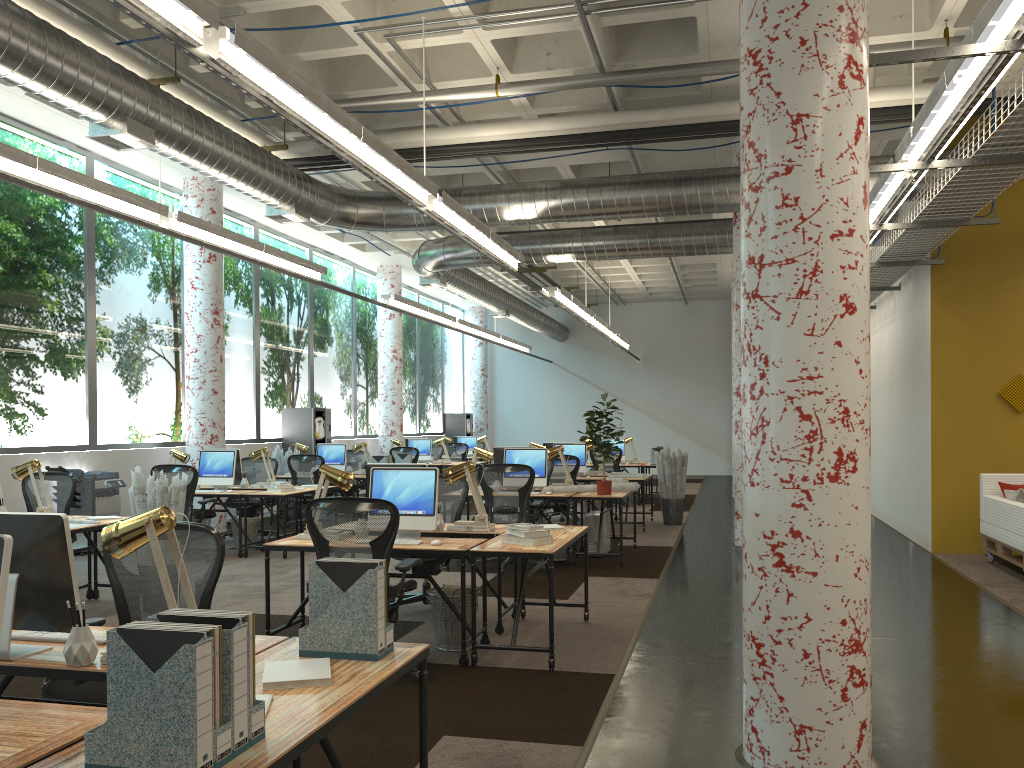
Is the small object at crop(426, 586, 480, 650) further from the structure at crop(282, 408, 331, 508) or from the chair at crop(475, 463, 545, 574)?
the structure at crop(282, 408, 331, 508)

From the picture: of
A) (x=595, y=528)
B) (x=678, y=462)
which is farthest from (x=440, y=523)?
(x=678, y=462)

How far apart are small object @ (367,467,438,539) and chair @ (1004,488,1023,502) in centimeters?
580cm

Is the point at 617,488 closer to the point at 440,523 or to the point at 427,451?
the point at 440,523

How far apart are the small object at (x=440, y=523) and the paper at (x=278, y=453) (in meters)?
8.59

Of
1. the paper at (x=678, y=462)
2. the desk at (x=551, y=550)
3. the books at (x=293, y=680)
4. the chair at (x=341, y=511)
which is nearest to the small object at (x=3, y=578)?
the books at (x=293, y=680)

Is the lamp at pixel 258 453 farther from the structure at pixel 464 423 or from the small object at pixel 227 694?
the structure at pixel 464 423

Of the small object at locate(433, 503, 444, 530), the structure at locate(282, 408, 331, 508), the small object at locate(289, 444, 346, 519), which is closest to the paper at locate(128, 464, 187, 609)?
the small object at locate(433, 503, 444, 530)

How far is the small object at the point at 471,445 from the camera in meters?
20.5 m

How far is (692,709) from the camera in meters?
4.5 m
